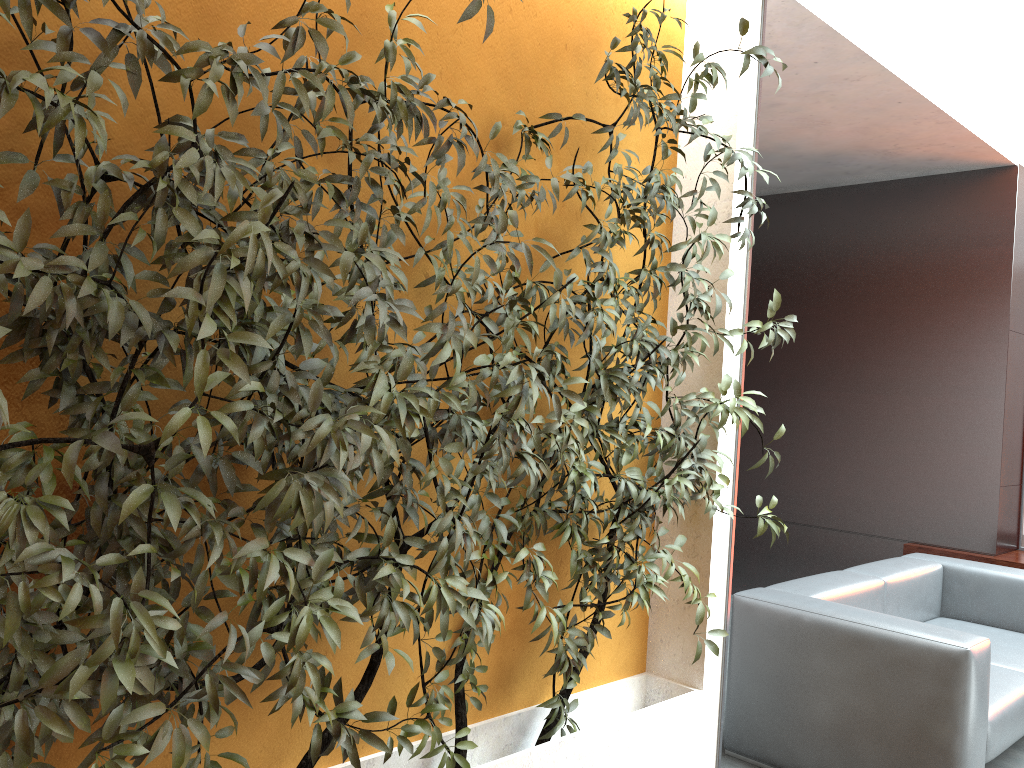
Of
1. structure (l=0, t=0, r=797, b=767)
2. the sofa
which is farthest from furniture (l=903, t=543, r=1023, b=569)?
structure (l=0, t=0, r=797, b=767)

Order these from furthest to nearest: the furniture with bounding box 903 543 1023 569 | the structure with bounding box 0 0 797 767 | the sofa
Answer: the furniture with bounding box 903 543 1023 569
the sofa
the structure with bounding box 0 0 797 767

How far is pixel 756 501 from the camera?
3.0m

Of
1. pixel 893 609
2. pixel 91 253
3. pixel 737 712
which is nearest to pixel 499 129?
pixel 91 253

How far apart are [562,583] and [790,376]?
4.0 meters

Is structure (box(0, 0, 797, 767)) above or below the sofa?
above

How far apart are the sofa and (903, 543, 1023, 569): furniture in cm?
83

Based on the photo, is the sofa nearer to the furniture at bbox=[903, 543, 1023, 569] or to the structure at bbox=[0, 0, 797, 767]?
the structure at bbox=[0, 0, 797, 767]

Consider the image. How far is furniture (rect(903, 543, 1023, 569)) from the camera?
5.27m

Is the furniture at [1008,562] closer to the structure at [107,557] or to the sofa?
the sofa
